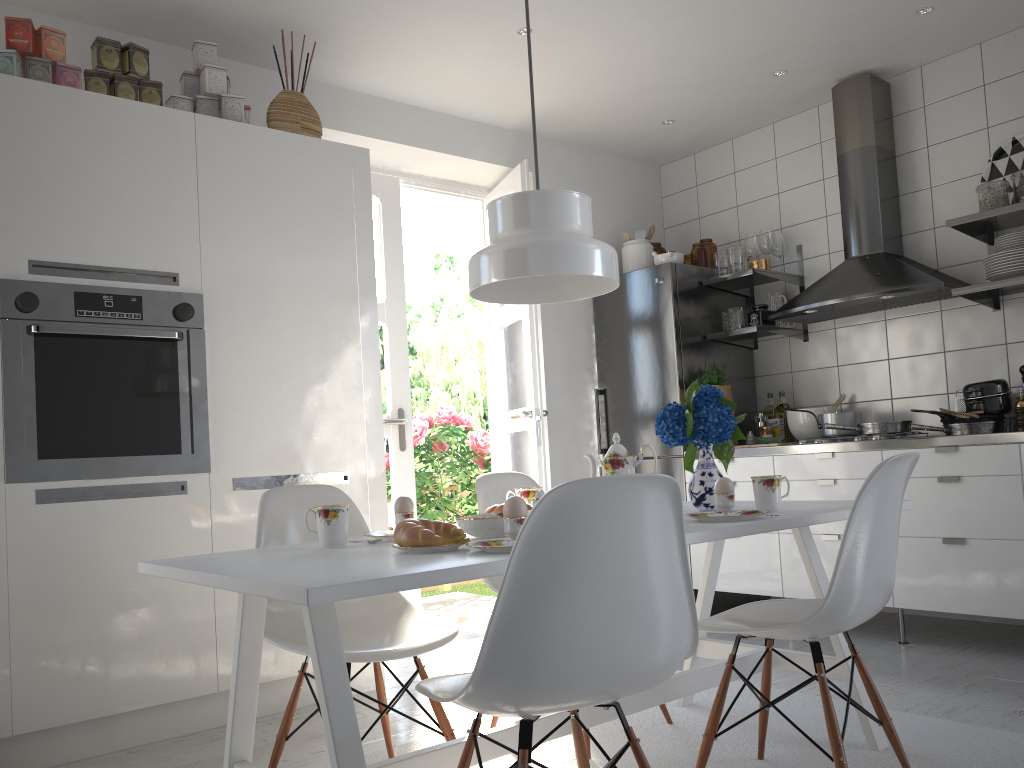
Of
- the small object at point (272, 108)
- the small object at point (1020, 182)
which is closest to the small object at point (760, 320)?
the small object at point (1020, 182)

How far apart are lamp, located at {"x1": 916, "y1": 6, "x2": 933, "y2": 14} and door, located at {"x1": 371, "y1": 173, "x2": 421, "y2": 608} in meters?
2.5

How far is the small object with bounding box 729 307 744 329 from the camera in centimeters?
452cm

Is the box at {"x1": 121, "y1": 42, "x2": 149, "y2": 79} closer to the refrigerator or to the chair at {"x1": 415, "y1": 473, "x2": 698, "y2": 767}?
the chair at {"x1": 415, "y1": 473, "x2": 698, "y2": 767}

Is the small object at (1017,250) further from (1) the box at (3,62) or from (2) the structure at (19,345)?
(1) the box at (3,62)

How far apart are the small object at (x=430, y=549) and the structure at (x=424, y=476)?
3.9m

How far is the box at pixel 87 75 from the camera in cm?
295

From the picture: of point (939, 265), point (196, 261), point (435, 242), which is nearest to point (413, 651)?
point (196, 261)

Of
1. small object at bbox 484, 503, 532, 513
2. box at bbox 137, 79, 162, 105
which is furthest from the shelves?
box at bbox 137, 79, 162, 105

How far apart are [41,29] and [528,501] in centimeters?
219cm
